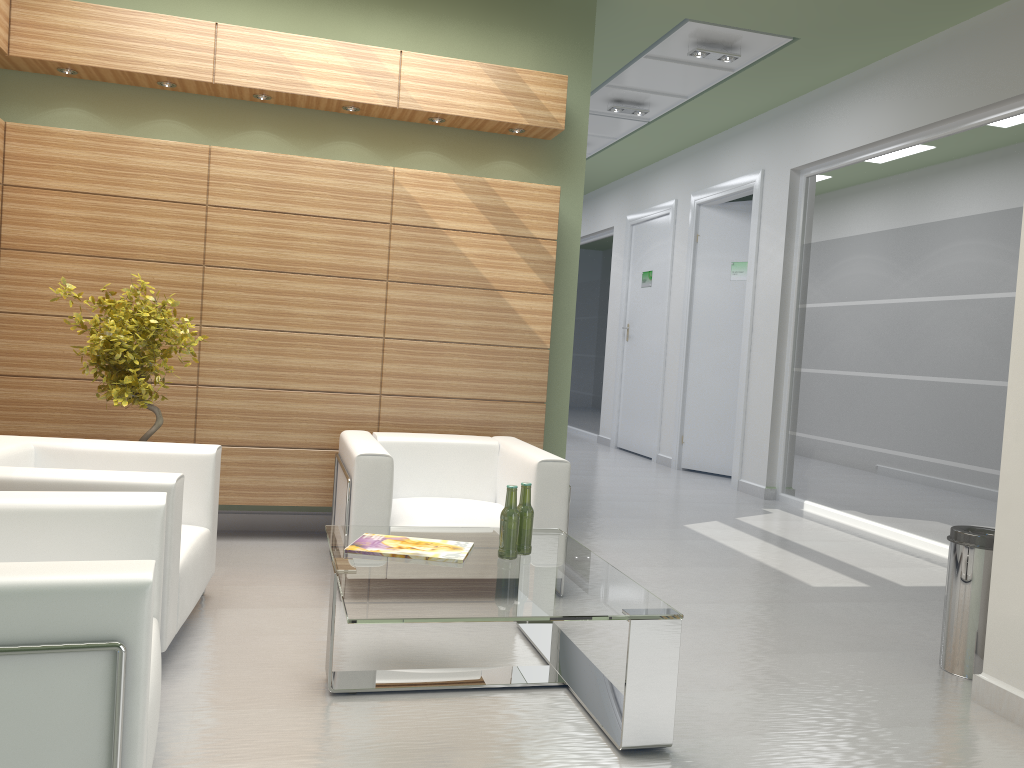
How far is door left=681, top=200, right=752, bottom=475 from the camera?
16.4m

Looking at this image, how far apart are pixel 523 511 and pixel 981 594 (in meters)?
3.32

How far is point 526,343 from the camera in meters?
9.6

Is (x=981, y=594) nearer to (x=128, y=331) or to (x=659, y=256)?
(x=128, y=331)

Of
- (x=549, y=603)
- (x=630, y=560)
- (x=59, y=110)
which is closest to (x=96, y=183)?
(x=59, y=110)

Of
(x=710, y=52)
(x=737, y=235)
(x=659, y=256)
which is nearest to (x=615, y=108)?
(x=710, y=52)

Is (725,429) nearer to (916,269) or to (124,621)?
(916,269)

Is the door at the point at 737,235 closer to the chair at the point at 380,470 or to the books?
the chair at the point at 380,470

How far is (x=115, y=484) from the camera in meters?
5.2 m

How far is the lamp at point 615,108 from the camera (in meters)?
14.78
